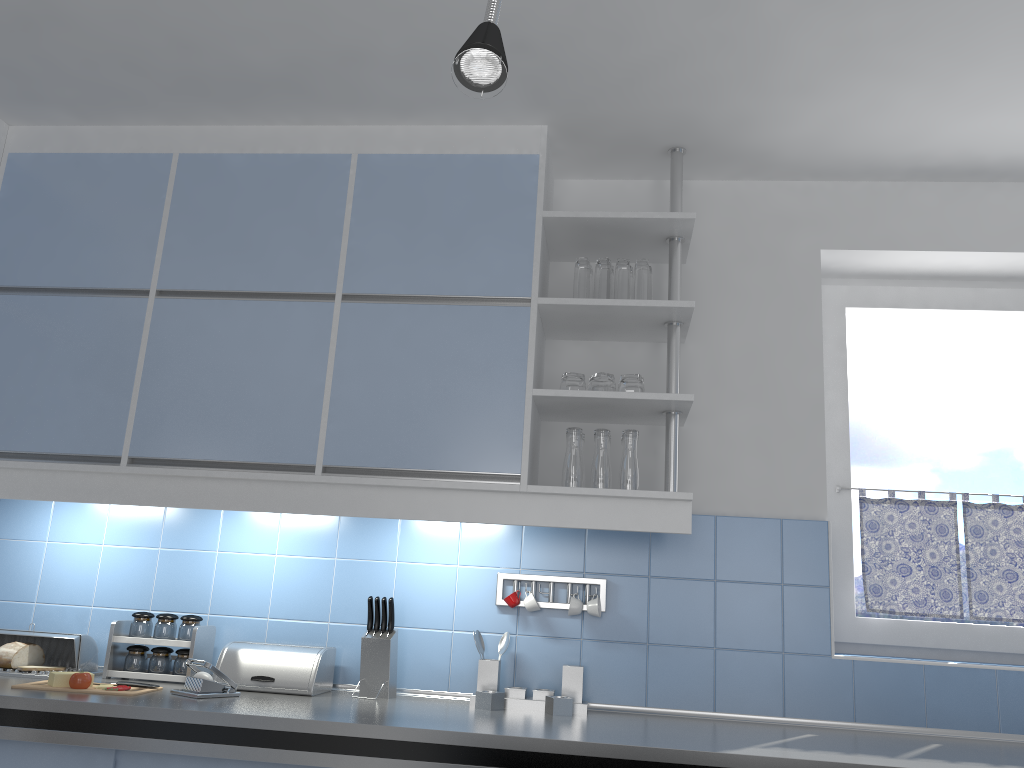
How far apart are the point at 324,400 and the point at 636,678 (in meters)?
1.25

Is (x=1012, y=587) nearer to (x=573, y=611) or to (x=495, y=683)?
(x=573, y=611)

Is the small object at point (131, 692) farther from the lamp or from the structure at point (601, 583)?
the lamp

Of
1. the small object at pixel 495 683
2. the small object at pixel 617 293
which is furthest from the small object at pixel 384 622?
the small object at pixel 617 293

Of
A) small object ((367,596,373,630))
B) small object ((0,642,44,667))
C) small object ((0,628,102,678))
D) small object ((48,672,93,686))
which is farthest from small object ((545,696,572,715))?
small object ((0,642,44,667))

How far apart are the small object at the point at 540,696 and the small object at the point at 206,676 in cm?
92

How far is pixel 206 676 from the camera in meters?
2.4

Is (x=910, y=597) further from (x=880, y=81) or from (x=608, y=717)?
(x=880, y=81)

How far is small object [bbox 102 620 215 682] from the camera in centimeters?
268cm

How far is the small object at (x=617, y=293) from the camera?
2.7m
